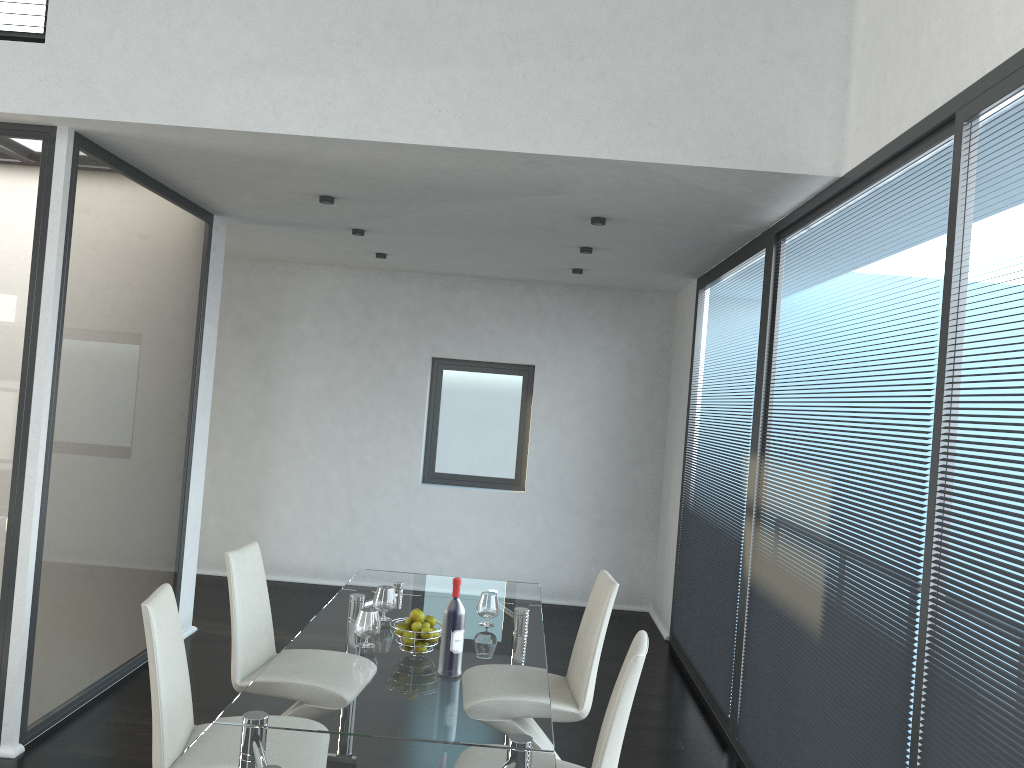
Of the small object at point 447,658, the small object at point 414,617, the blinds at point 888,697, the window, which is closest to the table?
the small object at point 447,658

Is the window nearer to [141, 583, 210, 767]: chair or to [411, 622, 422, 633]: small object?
[411, 622, 422, 633]: small object

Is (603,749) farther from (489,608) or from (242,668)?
(242,668)

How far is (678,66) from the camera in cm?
365

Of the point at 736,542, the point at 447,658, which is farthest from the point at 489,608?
the point at 736,542

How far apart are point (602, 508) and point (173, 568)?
3.5 meters

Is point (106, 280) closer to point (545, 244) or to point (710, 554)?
point (545, 244)

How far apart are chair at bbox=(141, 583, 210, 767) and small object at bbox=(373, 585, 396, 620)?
0.8m

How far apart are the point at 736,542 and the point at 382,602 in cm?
216

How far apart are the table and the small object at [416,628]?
0.1m
